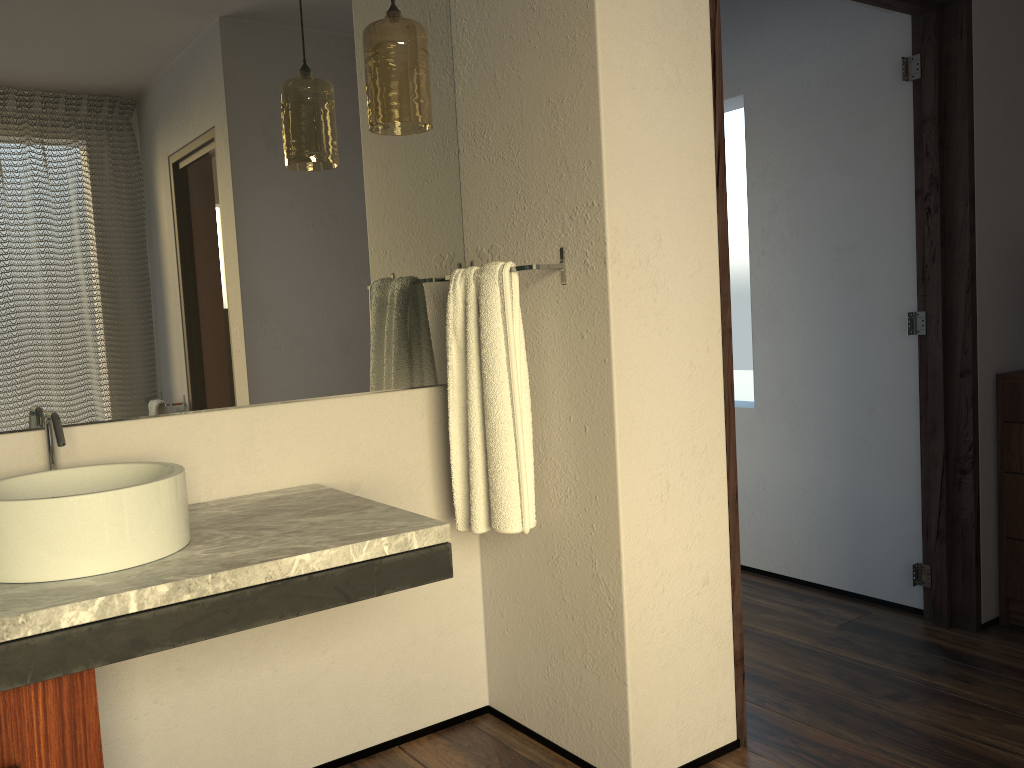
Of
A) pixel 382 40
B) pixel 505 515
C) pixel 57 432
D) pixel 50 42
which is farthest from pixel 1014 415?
pixel 50 42

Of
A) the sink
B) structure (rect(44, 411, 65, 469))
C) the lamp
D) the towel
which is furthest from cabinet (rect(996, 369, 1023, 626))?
structure (rect(44, 411, 65, 469))

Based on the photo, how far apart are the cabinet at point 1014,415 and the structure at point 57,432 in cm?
264

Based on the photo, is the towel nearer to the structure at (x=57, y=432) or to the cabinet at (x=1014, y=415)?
the structure at (x=57, y=432)

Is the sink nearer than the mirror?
Yes

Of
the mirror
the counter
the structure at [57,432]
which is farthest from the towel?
the structure at [57,432]

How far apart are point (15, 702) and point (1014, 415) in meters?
2.8 m

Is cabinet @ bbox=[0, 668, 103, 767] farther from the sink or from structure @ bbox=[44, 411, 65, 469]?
structure @ bbox=[44, 411, 65, 469]

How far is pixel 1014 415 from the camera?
2.77m

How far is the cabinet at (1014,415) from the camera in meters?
2.8
